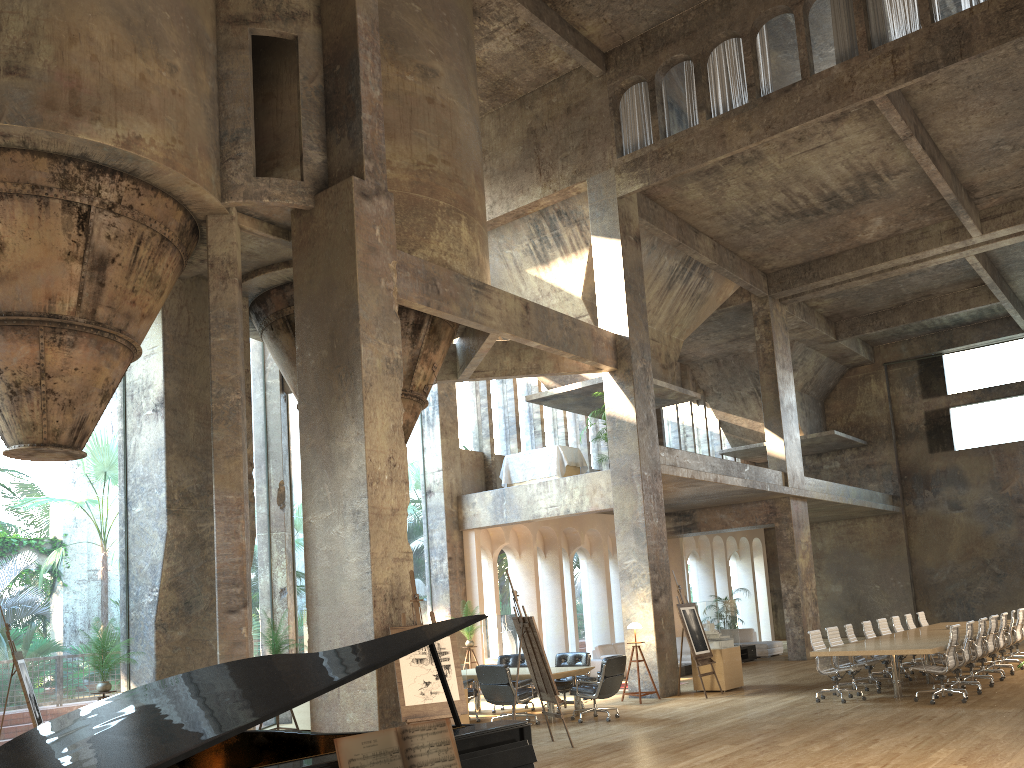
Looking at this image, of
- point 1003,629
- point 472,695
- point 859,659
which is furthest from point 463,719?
point 1003,629

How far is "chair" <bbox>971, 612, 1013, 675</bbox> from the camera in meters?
14.3 m

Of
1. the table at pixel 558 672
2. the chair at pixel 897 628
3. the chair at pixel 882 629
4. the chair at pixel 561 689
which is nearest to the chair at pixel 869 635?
the chair at pixel 882 629

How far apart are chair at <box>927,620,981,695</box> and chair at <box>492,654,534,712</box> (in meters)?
6.16

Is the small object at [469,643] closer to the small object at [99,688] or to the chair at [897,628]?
the small object at [99,688]

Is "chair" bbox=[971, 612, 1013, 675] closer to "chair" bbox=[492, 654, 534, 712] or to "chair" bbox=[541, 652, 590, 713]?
"chair" bbox=[541, 652, 590, 713]

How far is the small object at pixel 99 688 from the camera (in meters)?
10.38

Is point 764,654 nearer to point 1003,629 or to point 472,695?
point 1003,629

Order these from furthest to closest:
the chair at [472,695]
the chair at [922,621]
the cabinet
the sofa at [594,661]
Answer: the cabinet
the sofa at [594,661]
the chair at [922,621]
the chair at [472,695]

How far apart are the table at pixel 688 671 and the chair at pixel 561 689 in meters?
5.5 m
